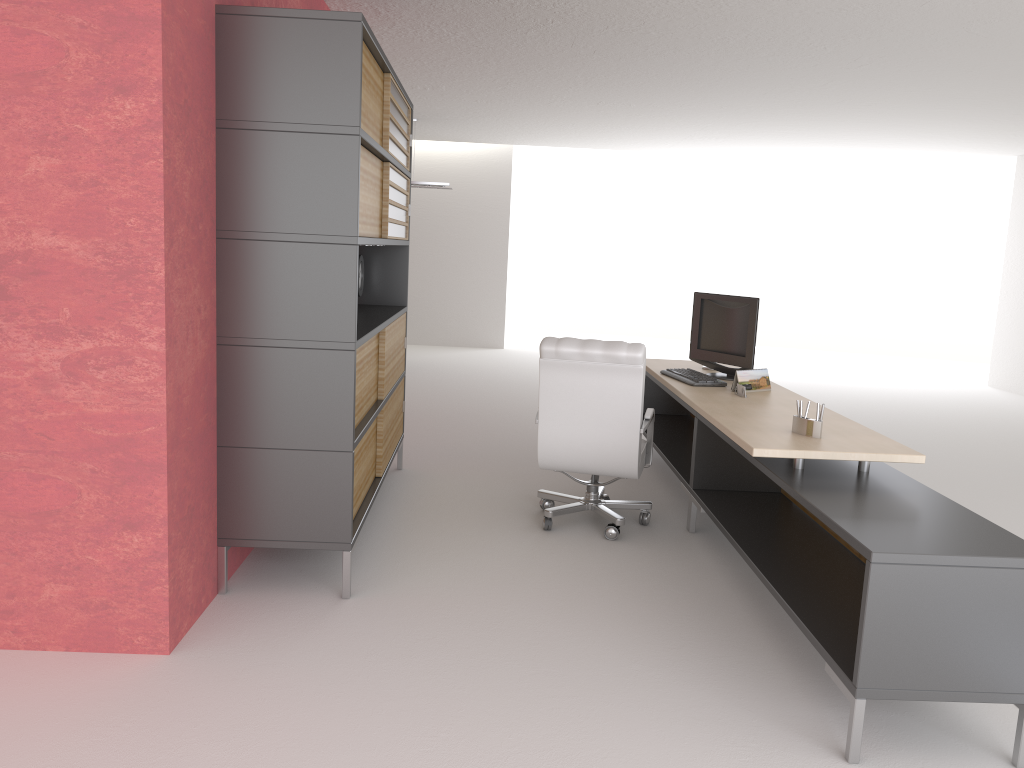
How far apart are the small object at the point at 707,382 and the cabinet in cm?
253

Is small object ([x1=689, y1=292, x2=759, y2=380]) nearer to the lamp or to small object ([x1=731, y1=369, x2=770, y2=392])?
small object ([x1=731, y1=369, x2=770, y2=392])

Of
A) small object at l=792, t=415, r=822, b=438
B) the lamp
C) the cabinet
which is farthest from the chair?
the lamp

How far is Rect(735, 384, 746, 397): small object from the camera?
7.24m

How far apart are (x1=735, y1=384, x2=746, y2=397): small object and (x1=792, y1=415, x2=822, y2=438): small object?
1.4 meters

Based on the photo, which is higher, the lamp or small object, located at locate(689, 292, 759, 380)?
the lamp

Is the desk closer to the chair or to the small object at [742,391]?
the small object at [742,391]

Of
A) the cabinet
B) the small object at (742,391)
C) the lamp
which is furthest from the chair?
the lamp

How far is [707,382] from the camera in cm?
769

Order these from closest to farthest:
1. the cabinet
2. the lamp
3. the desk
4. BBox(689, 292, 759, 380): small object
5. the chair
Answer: the desk → the cabinet → the chair → BBox(689, 292, 759, 380): small object → the lamp
